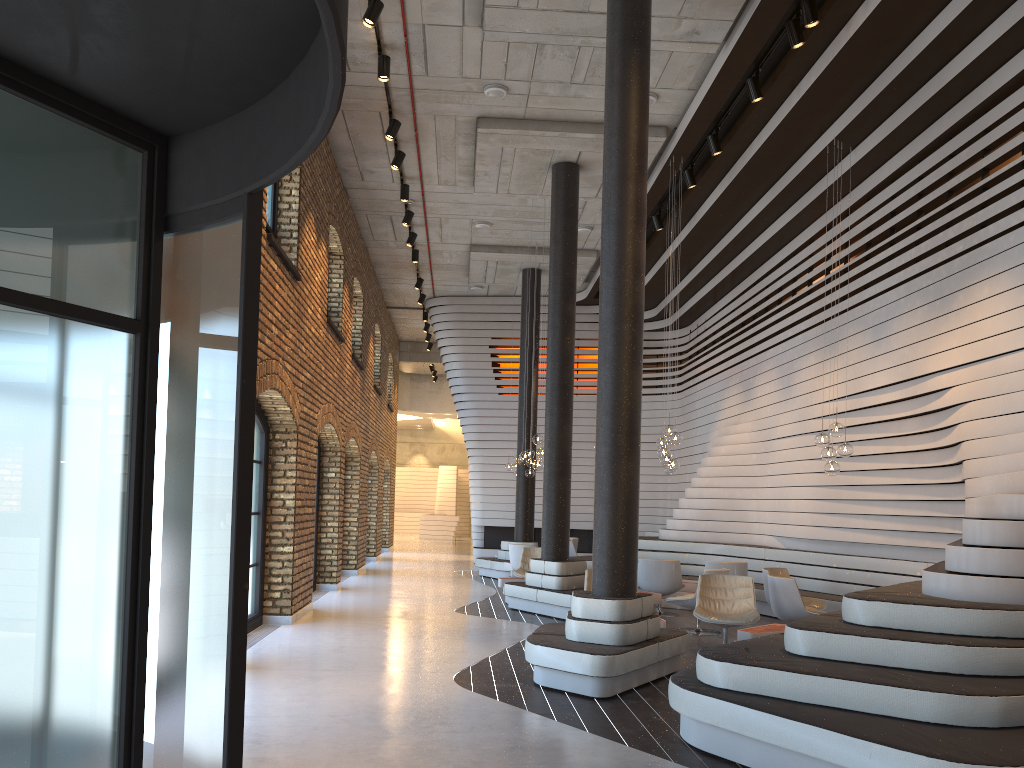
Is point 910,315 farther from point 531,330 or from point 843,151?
point 531,330

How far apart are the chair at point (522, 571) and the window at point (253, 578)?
4.6m

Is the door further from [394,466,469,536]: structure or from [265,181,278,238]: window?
[394,466,469,536]: structure

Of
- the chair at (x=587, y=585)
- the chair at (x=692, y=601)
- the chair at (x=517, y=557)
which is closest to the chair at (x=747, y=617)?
the chair at (x=692, y=601)

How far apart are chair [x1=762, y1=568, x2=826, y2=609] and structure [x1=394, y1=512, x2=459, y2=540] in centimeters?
2219cm

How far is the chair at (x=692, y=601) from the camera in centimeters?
999cm

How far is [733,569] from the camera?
11.47m

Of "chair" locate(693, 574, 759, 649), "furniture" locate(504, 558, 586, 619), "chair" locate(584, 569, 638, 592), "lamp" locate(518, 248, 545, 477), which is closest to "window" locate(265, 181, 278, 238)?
"chair" locate(584, 569, 638, 592)

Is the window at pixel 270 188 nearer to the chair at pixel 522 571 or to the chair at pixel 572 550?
the chair at pixel 522 571

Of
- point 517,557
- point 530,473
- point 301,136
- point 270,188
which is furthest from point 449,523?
point 301,136
